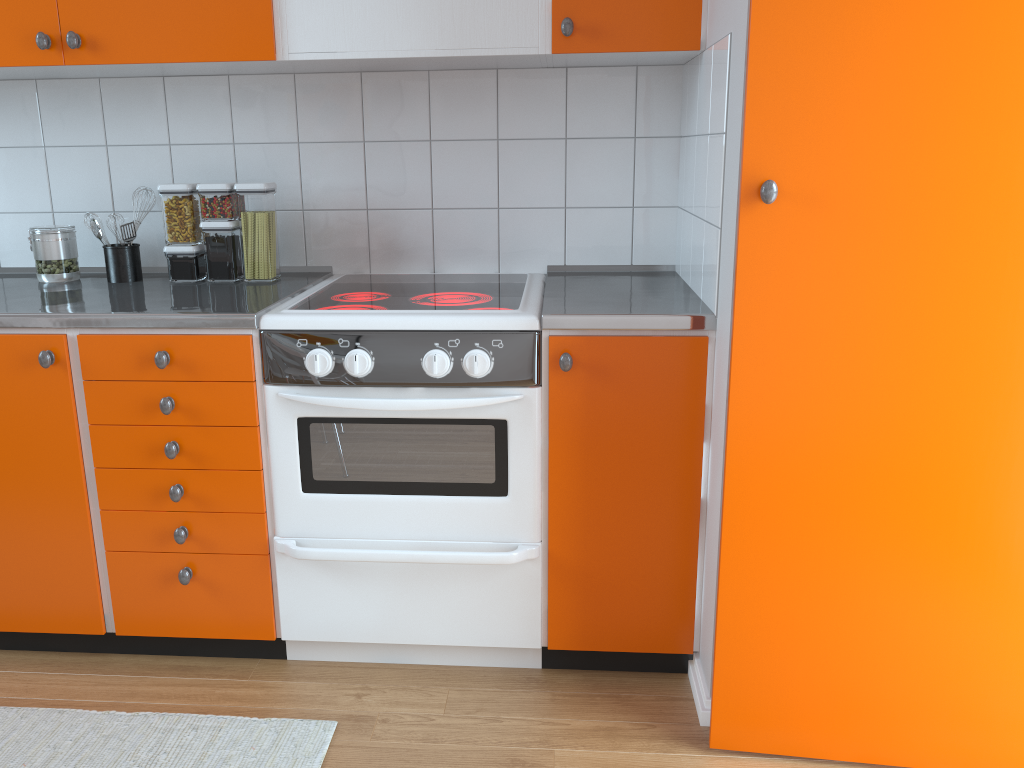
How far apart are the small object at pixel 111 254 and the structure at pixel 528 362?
0.5 meters

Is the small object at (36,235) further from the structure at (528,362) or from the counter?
the structure at (528,362)

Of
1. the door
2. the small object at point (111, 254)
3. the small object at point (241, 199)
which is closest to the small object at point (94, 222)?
the small object at point (111, 254)

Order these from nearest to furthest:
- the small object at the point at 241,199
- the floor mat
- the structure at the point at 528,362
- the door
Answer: the door < the floor mat < the structure at the point at 528,362 < the small object at the point at 241,199

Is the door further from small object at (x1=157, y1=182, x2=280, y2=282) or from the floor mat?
small object at (x1=157, y1=182, x2=280, y2=282)

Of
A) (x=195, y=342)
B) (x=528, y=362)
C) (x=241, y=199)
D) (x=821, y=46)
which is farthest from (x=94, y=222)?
(x=821, y=46)

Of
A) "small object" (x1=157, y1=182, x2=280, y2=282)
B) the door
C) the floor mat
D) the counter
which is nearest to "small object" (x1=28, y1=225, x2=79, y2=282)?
the counter

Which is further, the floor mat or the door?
the floor mat

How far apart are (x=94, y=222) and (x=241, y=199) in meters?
0.4 m

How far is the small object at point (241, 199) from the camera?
2.3m
